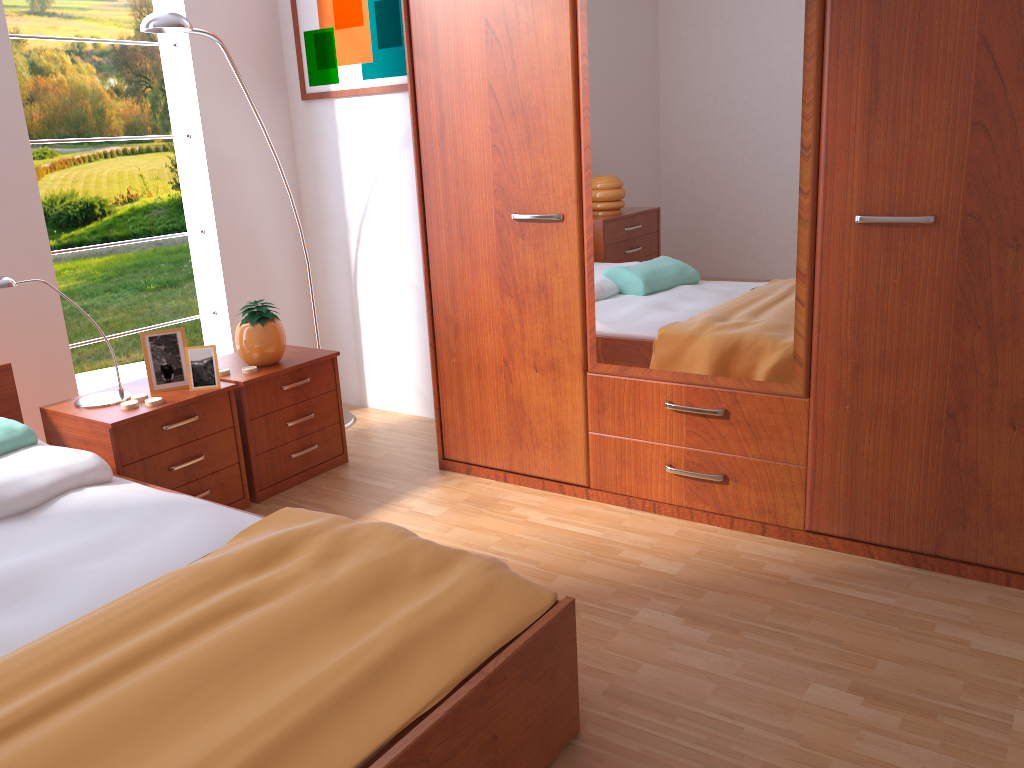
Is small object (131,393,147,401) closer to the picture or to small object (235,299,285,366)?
small object (235,299,285,366)

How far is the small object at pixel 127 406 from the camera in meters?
2.6

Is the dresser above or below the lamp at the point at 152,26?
below

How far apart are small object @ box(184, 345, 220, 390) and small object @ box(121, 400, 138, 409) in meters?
0.2 m

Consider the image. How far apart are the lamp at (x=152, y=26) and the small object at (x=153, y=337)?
0.97m

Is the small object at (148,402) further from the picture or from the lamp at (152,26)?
the picture

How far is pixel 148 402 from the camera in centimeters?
264cm

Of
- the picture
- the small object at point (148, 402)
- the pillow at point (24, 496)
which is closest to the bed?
the pillow at point (24, 496)

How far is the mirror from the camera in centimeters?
222cm

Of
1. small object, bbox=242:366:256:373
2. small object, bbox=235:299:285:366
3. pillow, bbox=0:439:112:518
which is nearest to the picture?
small object, bbox=235:299:285:366
